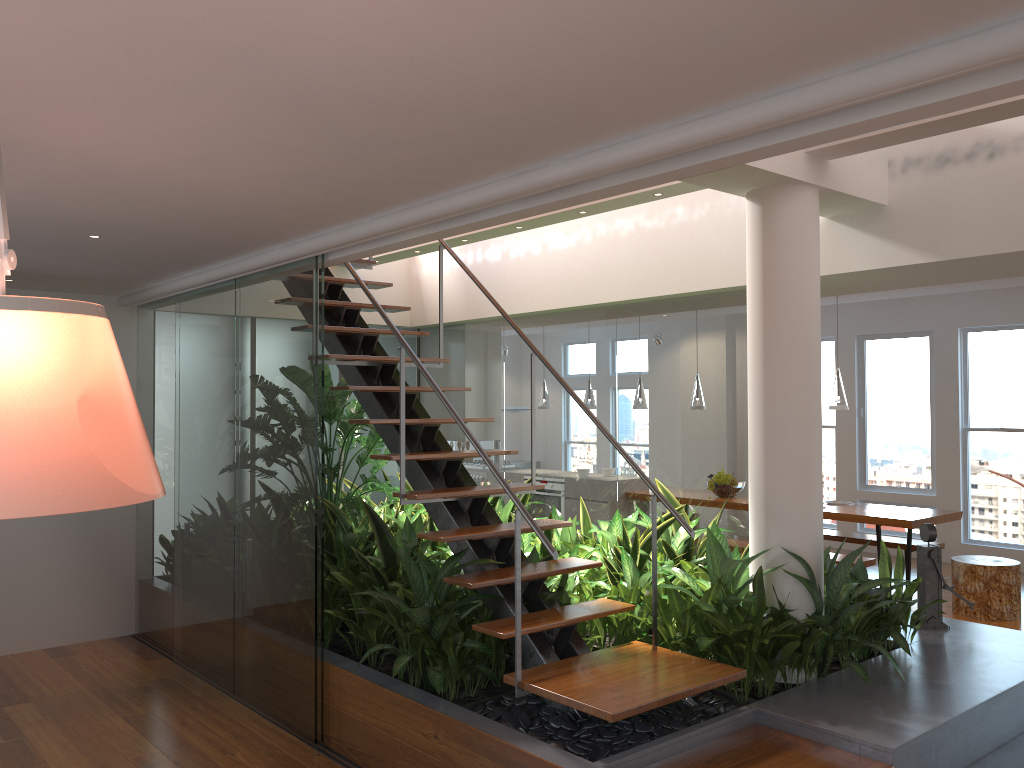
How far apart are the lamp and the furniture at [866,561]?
1.2m

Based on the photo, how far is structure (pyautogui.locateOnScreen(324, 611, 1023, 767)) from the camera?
3.2 meters

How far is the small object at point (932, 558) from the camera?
4.8 meters

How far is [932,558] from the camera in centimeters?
477cm

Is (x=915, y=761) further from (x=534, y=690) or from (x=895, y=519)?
(x=895, y=519)

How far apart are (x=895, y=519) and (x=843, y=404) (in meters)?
1.03

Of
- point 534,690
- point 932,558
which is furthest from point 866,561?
point 534,690

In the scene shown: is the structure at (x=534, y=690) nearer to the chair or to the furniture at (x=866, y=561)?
the furniture at (x=866, y=561)

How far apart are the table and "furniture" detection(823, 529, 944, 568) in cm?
39

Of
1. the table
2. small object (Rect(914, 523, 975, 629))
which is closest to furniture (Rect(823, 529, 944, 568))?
the table
